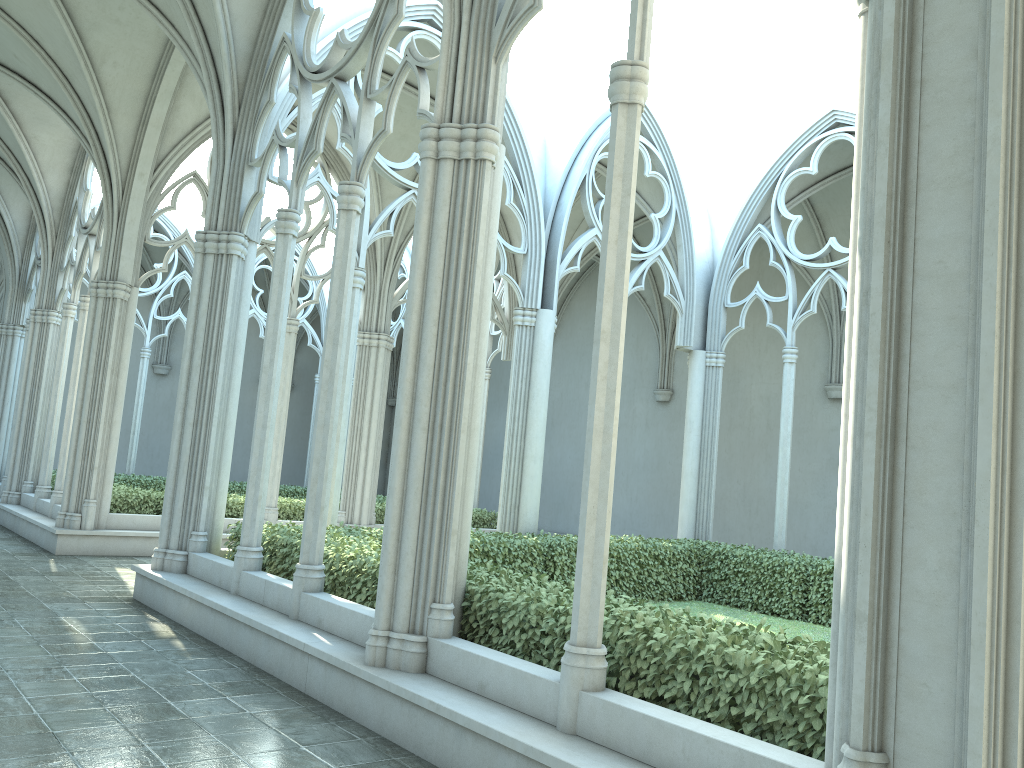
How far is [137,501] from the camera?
14.0m

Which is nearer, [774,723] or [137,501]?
[774,723]

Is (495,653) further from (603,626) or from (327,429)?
(327,429)

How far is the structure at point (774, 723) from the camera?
4.3 meters

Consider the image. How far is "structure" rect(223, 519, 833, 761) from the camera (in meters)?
4.25

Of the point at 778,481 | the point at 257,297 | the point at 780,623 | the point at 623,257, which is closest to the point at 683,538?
the point at 778,481

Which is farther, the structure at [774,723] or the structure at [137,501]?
the structure at [137,501]

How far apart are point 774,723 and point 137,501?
12.1m

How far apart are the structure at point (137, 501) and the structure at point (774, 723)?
5.2m
